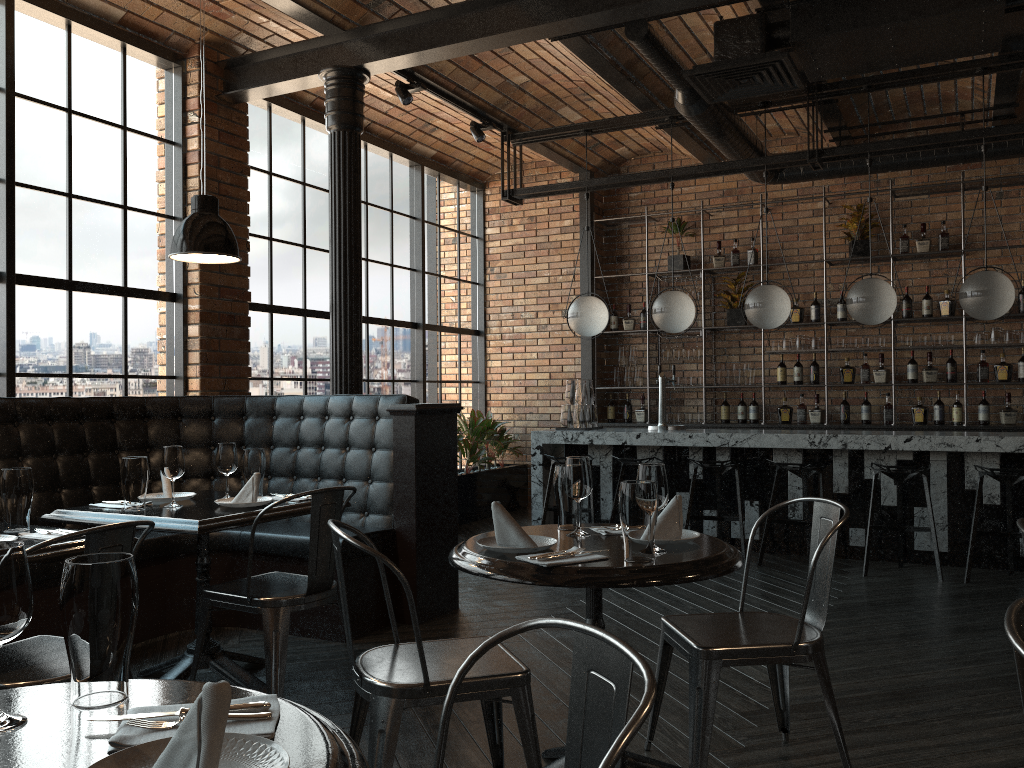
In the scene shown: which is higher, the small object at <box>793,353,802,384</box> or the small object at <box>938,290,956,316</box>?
the small object at <box>938,290,956,316</box>

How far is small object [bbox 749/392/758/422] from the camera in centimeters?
850cm

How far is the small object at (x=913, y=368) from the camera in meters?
7.9 m

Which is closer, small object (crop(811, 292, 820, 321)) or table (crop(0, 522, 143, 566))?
table (crop(0, 522, 143, 566))

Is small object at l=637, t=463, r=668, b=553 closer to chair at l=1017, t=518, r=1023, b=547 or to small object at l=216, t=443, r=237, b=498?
chair at l=1017, t=518, r=1023, b=547

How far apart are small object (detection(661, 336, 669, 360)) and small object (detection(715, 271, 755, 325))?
0.68m

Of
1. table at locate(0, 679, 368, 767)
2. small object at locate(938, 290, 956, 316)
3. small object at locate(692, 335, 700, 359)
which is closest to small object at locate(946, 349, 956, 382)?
small object at locate(938, 290, 956, 316)

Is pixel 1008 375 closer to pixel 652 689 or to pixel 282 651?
pixel 282 651

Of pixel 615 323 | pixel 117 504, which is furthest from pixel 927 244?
pixel 117 504

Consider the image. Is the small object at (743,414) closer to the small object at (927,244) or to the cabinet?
the cabinet
